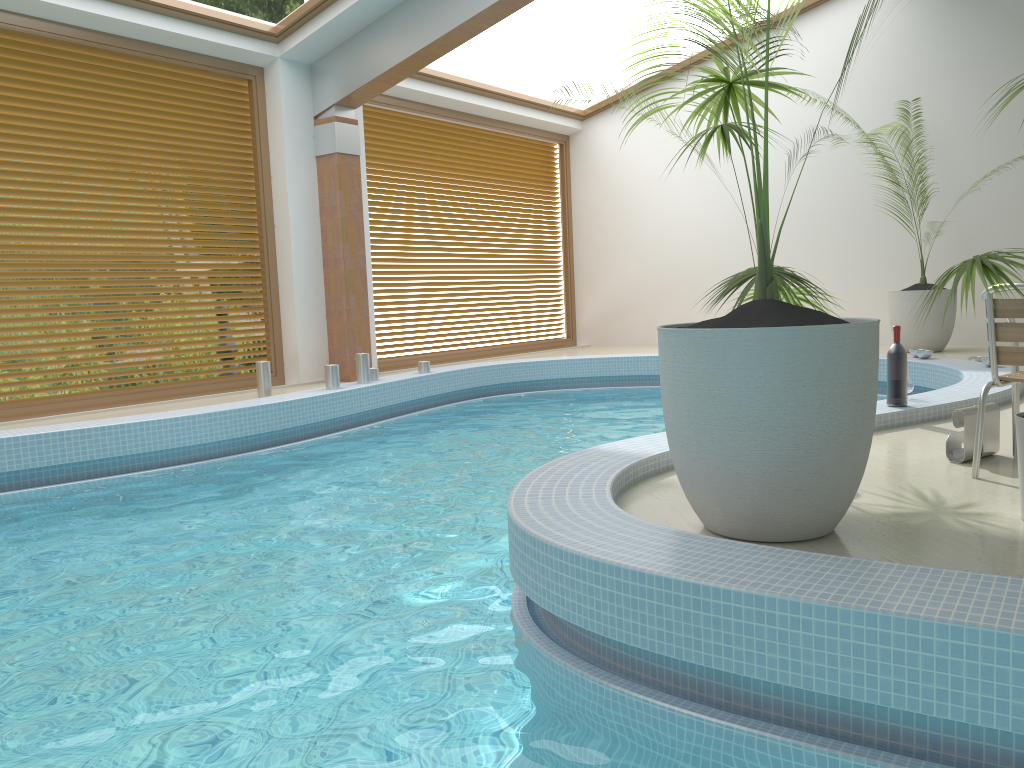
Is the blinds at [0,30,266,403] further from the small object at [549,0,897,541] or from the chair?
the chair

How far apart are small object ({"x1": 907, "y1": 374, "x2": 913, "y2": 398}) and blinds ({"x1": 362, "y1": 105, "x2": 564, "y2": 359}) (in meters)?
6.42

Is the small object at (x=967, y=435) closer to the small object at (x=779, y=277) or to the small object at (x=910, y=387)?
the small object at (x=779, y=277)

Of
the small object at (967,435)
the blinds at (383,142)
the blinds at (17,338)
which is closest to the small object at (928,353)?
the small object at (967,435)

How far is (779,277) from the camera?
3.27m

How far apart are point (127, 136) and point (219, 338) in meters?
11.0

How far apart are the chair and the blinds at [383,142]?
7.4m

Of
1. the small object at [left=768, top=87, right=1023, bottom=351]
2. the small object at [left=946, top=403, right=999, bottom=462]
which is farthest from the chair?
the small object at [left=768, top=87, right=1023, bottom=351]

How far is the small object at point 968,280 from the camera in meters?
2.7

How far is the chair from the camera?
3.3m
